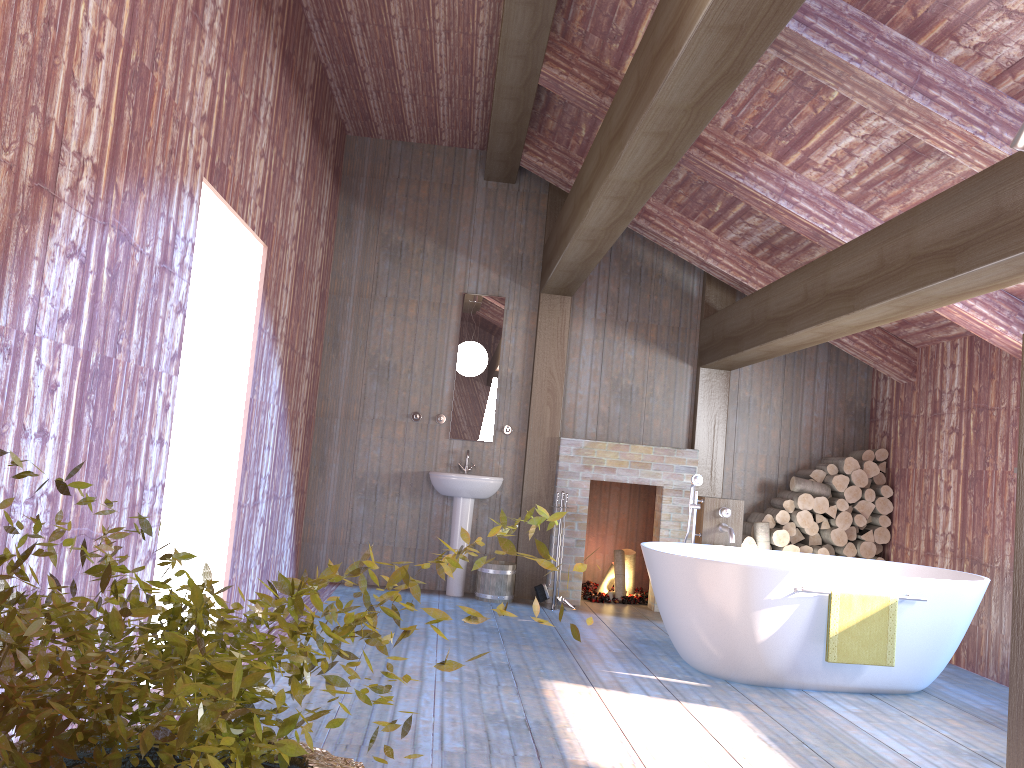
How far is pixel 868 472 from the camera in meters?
6.9 m

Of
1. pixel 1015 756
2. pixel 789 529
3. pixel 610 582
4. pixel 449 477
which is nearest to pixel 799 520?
pixel 789 529

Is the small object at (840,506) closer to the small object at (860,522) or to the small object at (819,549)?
the small object at (860,522)

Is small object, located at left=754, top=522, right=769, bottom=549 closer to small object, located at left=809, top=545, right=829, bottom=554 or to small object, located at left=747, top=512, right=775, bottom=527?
small object, located at left=747, top=512, right=775, bottom=527

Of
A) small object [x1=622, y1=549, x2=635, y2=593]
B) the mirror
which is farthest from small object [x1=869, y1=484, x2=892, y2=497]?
the mirror

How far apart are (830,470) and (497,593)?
2.8m

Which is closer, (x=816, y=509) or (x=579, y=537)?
(x=816, y=509)

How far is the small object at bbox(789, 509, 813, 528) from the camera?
6.8 meters

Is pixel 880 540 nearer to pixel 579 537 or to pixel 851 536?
pixel 851 536

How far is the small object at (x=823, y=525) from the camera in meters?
6.9 m
